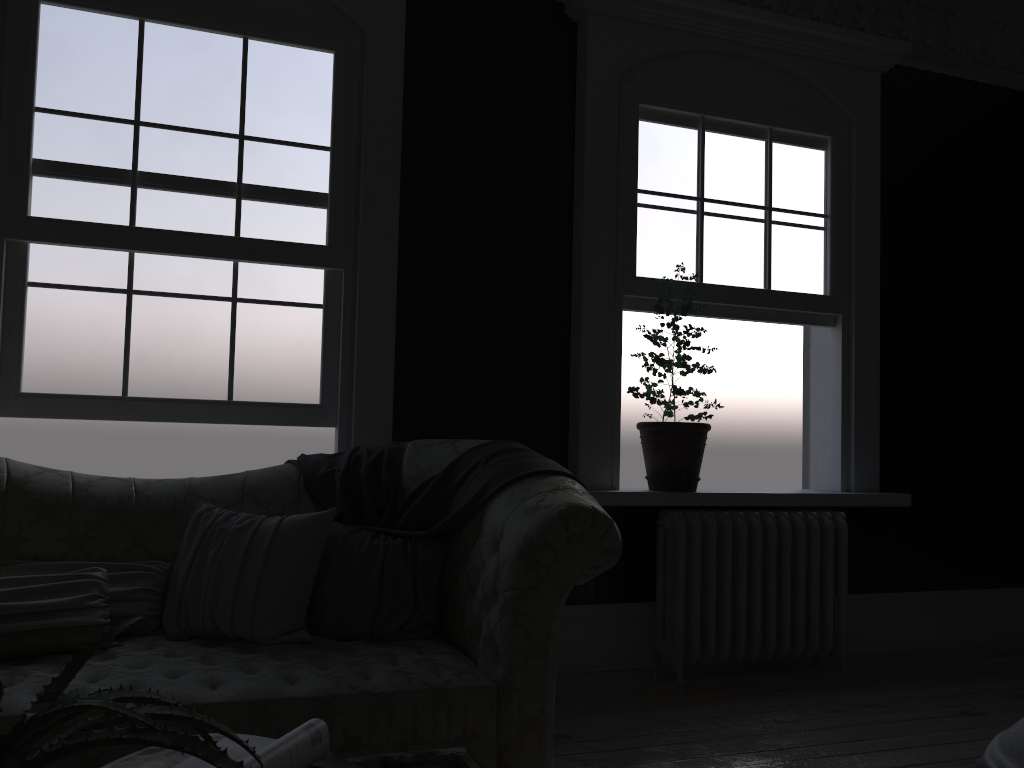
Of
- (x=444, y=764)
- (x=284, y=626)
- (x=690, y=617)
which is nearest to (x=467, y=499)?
(x=284, y=626)

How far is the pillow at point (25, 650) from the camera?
2.58m

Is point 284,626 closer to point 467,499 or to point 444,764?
point 467,499

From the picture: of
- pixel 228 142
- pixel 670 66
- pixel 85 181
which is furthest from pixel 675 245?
pixel 85 181

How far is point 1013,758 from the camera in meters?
2.4 m

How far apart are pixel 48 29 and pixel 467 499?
2.67m

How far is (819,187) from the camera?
5.00m

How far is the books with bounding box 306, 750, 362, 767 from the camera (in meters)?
1.27

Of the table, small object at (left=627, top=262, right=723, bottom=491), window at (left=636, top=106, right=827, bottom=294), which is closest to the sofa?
the table

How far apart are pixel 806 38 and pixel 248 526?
3.9 meters
